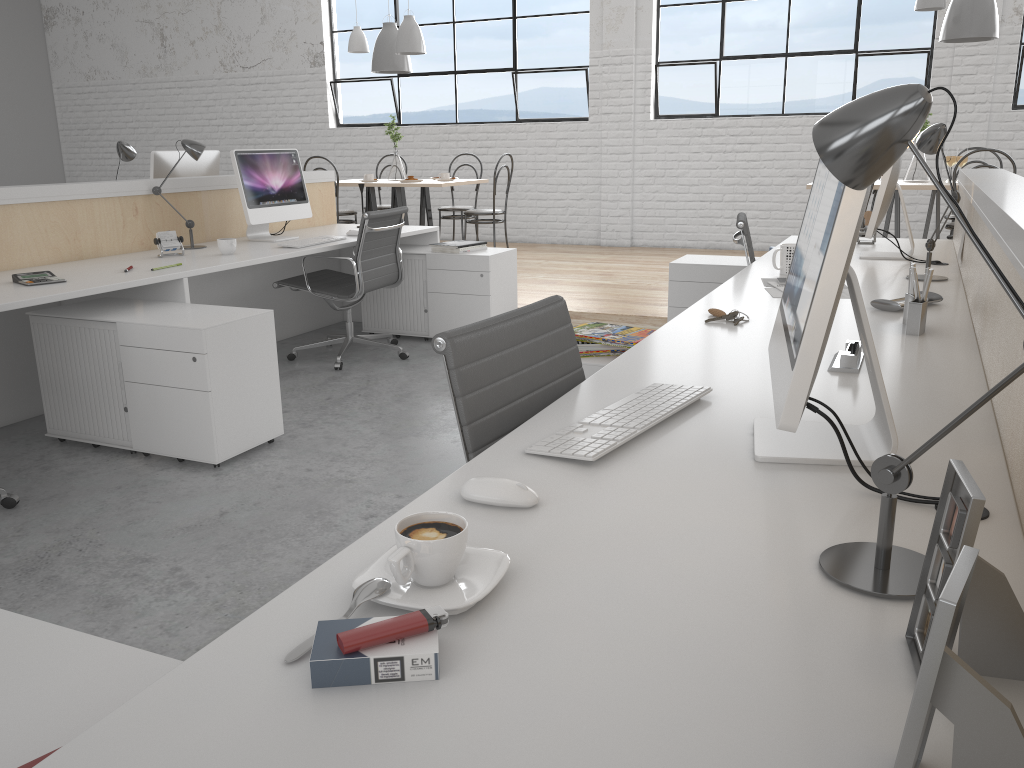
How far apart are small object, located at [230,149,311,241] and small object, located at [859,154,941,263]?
2.3 meters

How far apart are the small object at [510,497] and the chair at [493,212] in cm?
465

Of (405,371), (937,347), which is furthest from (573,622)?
(405,371)

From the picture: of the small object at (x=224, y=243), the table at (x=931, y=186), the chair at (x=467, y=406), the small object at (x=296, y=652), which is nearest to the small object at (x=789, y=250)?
the chair at (x=467, y=406)

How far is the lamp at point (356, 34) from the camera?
5.73m

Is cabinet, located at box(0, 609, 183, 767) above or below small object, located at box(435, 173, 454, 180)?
below

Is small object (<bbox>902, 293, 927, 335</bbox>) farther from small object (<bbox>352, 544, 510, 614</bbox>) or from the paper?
small object (<bbox>352, 544, 510, 614</bbox>)

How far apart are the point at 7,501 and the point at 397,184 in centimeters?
358cm

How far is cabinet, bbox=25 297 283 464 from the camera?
2.42m

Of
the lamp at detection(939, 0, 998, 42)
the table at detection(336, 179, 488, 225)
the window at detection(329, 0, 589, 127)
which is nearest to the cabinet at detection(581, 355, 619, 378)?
the lamp at detection(939, 0, 998, 42)
